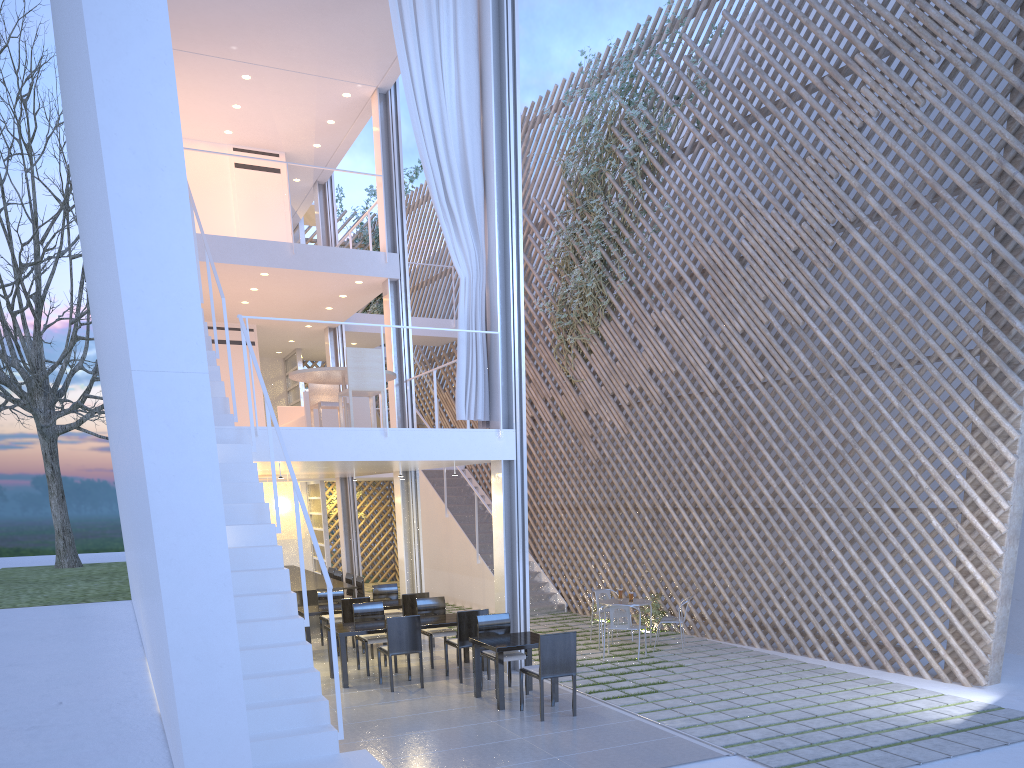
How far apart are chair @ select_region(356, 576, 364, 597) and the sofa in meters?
1.3 m

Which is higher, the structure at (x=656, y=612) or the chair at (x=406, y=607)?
the chair at (x=406, y=607)

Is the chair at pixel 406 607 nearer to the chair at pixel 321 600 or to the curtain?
the chair at pixel 321 600

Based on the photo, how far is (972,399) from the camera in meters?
4.4

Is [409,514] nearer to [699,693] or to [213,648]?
[699,693]

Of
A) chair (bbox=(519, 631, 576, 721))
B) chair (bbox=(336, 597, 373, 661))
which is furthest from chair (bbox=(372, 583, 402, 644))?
chair (bbox=(519, 631, 576, 721))

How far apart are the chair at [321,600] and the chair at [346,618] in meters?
0.5

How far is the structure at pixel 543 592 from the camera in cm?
738

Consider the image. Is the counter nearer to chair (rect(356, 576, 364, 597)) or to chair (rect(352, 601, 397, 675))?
chair (rect(356, 576, 364, 597))

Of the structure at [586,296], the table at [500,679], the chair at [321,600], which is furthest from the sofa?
the table at [500,679]
